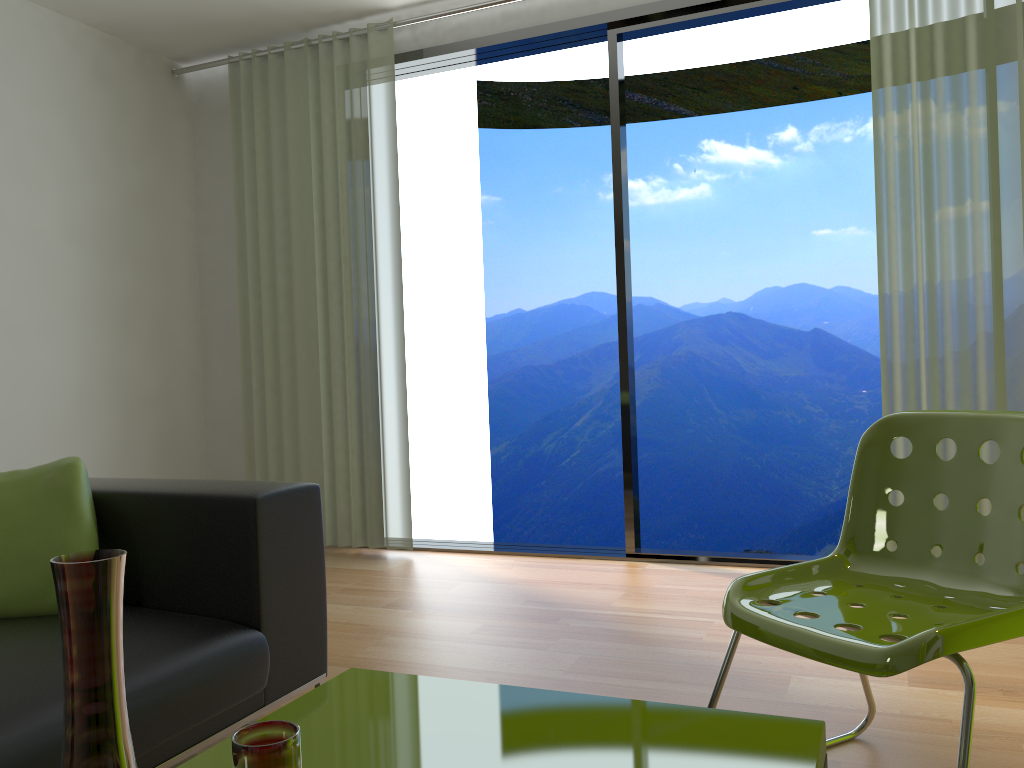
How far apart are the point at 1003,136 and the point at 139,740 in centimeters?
340cm

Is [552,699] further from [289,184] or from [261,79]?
[261,79]

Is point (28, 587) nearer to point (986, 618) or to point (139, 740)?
point (139, 740)

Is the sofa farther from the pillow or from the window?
the window

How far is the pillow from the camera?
1.9m

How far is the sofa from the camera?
1.6m

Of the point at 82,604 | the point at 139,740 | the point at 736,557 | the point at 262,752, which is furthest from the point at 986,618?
the point at 736,557

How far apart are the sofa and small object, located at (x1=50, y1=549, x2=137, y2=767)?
0.9m

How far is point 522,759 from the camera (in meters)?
1.19

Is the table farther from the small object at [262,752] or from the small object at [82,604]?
the small object at [82,604]
